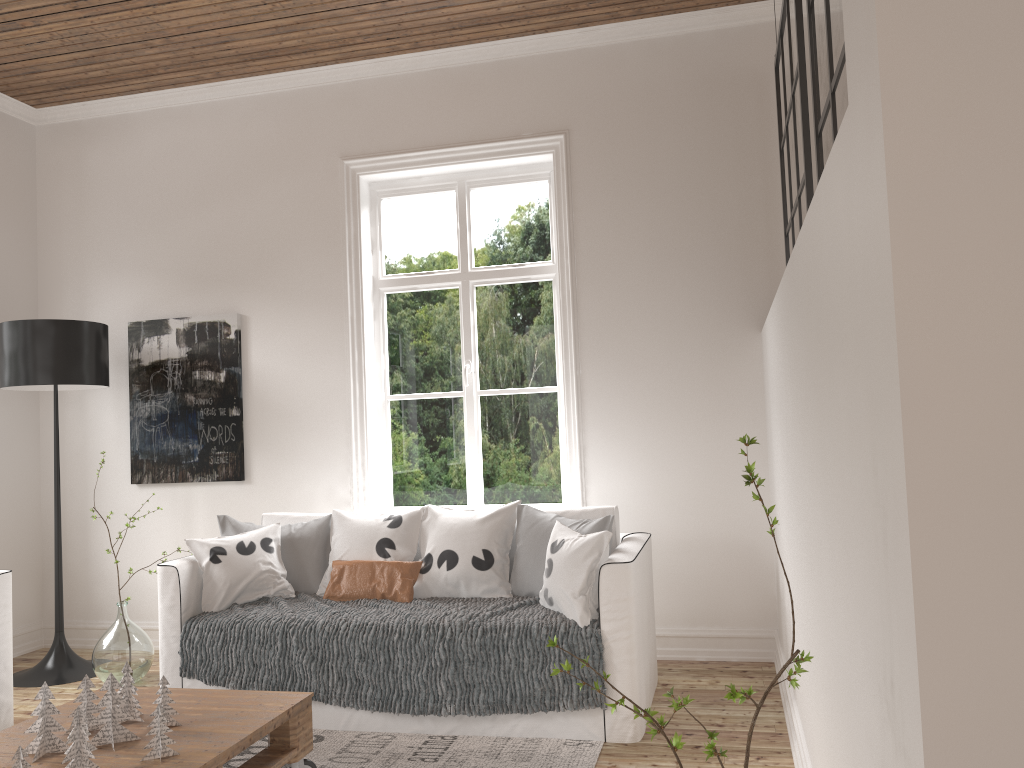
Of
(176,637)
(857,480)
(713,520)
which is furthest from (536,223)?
(857,480)

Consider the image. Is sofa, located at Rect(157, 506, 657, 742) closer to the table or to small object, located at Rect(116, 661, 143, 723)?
the table

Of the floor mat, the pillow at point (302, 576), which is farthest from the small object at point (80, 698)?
the pillow at point (302, 576)

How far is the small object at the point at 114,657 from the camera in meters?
4.1

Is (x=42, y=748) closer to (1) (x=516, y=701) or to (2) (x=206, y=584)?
(2) (x=206, y=584)

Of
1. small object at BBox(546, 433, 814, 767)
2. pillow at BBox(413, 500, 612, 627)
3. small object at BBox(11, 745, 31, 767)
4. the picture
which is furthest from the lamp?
small object at BBox(546, 433, 814, 767)

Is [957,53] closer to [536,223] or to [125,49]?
[536,223]

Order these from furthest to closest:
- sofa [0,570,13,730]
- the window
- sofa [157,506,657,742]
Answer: the window → sofa [0,570,13,730] → sofa [157,506,657,742]

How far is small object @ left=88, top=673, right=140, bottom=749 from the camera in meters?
2.4 m

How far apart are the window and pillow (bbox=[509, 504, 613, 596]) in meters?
0.8
